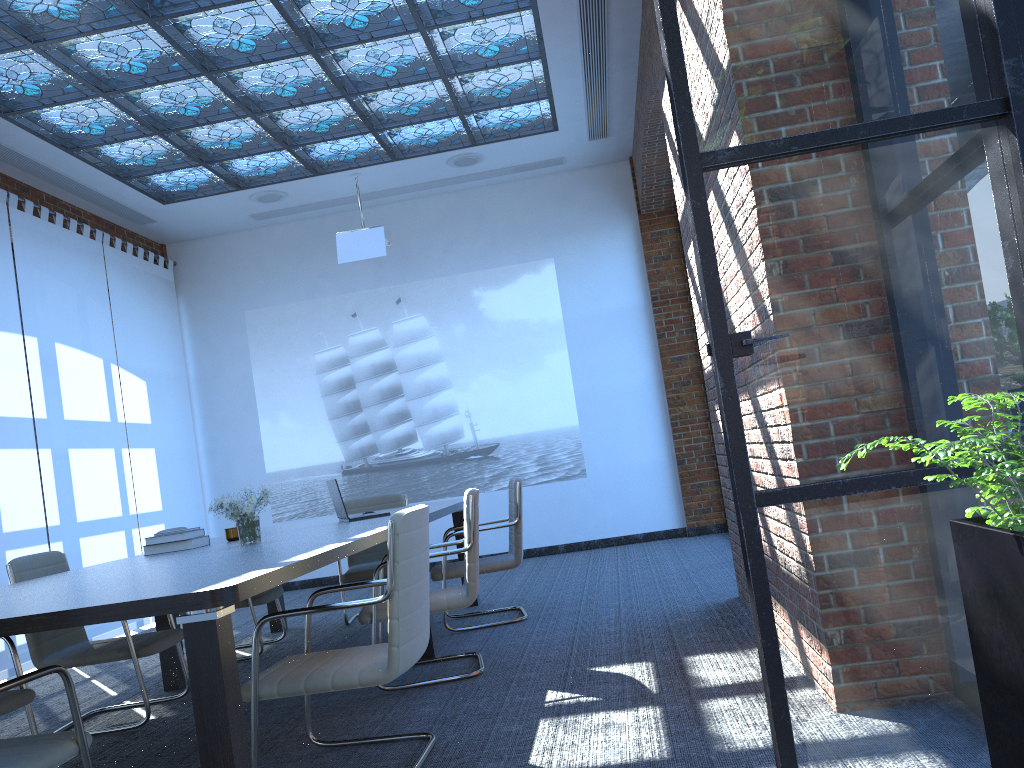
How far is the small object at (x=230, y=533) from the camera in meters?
5.3 m

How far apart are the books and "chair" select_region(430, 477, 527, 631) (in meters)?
1.41

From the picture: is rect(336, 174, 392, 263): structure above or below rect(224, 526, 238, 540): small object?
above

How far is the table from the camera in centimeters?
243cm

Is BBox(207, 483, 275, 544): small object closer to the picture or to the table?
the table

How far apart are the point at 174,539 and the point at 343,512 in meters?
1.0 m

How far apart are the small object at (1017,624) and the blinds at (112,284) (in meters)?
8.36

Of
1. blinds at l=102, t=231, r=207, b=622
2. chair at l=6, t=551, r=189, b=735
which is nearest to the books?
chair at l=6, t=551, r=189, b=735

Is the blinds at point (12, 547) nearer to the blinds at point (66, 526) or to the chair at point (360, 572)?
the blinds at point (66, 526)

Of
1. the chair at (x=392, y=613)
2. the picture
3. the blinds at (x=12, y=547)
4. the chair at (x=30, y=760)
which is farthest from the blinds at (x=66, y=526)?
the chair at (x=30, y=760)
